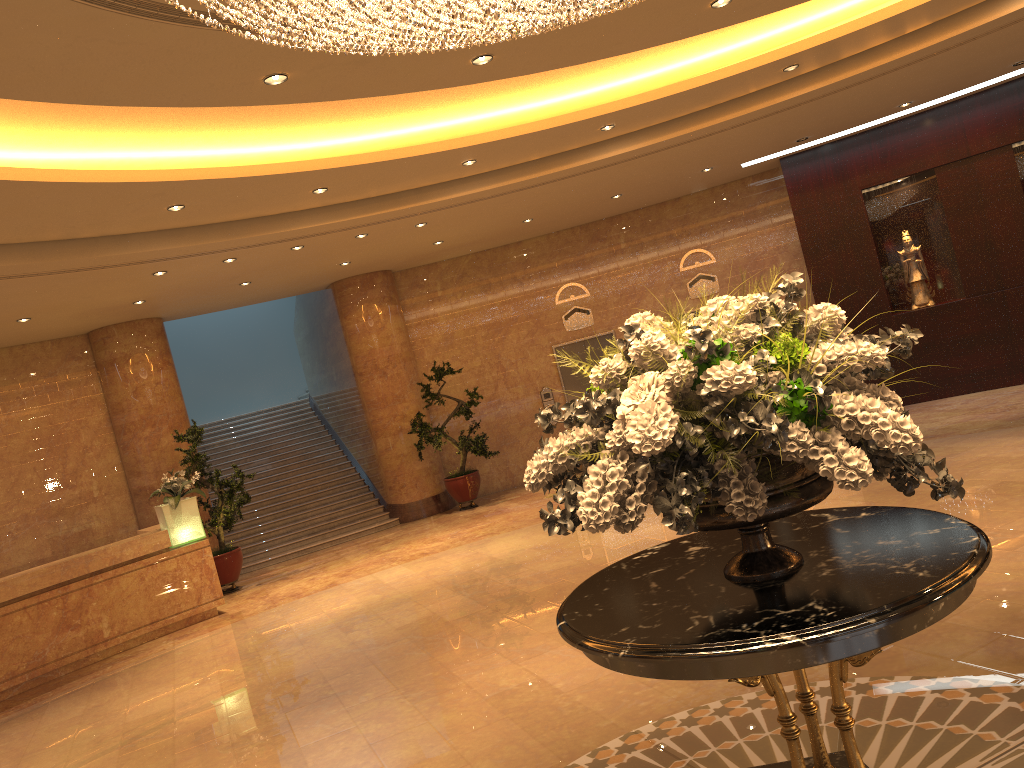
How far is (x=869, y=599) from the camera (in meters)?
2.54

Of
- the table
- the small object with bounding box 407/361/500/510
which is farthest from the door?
the table

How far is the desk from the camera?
9.1m

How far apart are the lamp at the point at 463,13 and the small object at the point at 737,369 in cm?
122

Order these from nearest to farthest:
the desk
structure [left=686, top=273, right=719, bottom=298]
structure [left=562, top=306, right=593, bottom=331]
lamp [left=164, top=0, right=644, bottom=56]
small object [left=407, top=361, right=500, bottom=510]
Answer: lamp [left=164, top=0, right=644, bottom=56] → the desk → small object [left=407, top=361, right=500, bottom=510] → structure [left=686, top=273, right=719, bottom=298] → structure [left=562, top=306, right=593, bottom=331]

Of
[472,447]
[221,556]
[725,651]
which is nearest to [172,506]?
[221,556]

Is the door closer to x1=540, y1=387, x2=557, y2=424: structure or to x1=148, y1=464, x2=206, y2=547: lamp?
x1=540, y1=387, x2=557, y2=424: structure

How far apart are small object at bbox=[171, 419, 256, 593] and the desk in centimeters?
98cm

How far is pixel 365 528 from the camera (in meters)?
13.79

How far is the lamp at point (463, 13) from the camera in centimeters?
340cm
